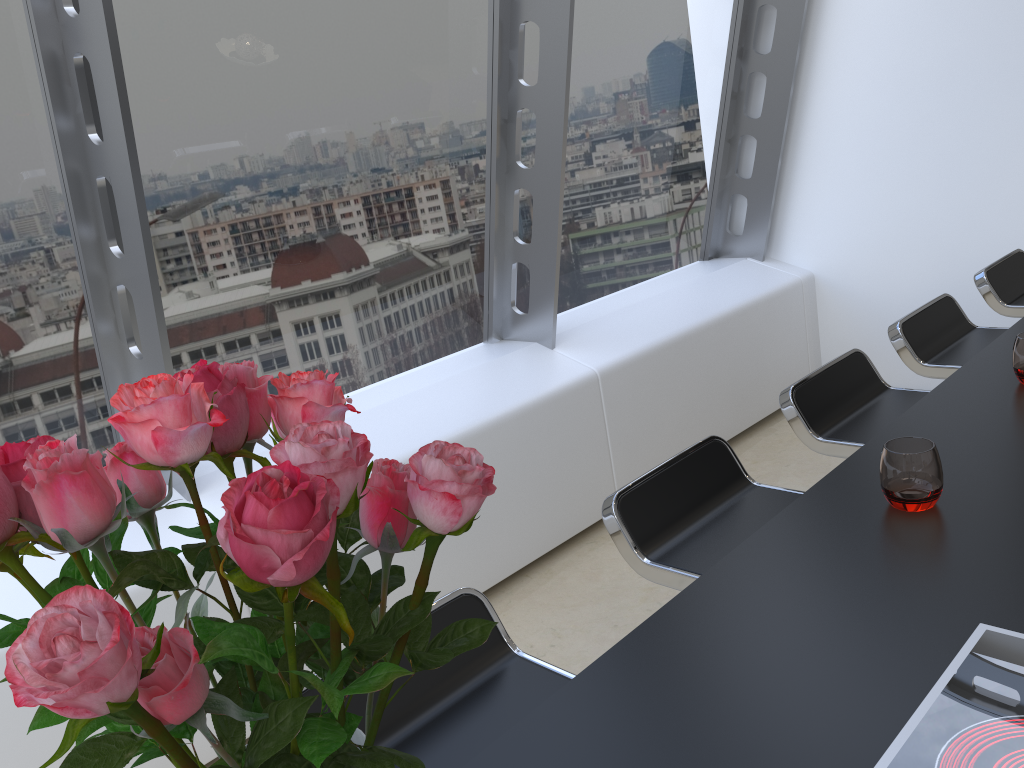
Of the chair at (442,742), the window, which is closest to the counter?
the chair at (442,742)

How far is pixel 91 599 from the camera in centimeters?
42cm

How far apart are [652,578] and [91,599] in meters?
1.4 m

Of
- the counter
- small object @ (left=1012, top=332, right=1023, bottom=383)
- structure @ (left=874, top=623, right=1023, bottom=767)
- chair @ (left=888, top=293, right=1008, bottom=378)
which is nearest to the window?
chair @ (left=888, top=293, right=1008, bottom=378)

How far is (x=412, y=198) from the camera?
3.16m

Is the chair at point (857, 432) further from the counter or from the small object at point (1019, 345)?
the small object at point (1019, 345)

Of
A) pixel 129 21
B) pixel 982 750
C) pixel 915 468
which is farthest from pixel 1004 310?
pixel 129 21

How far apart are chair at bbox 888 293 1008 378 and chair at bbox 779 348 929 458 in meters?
0.2 m

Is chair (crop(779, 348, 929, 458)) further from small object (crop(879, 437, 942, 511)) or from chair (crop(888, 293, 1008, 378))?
small object (crop(879, 437, 942, 511))

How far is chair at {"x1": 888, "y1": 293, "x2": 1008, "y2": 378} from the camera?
2.48m
